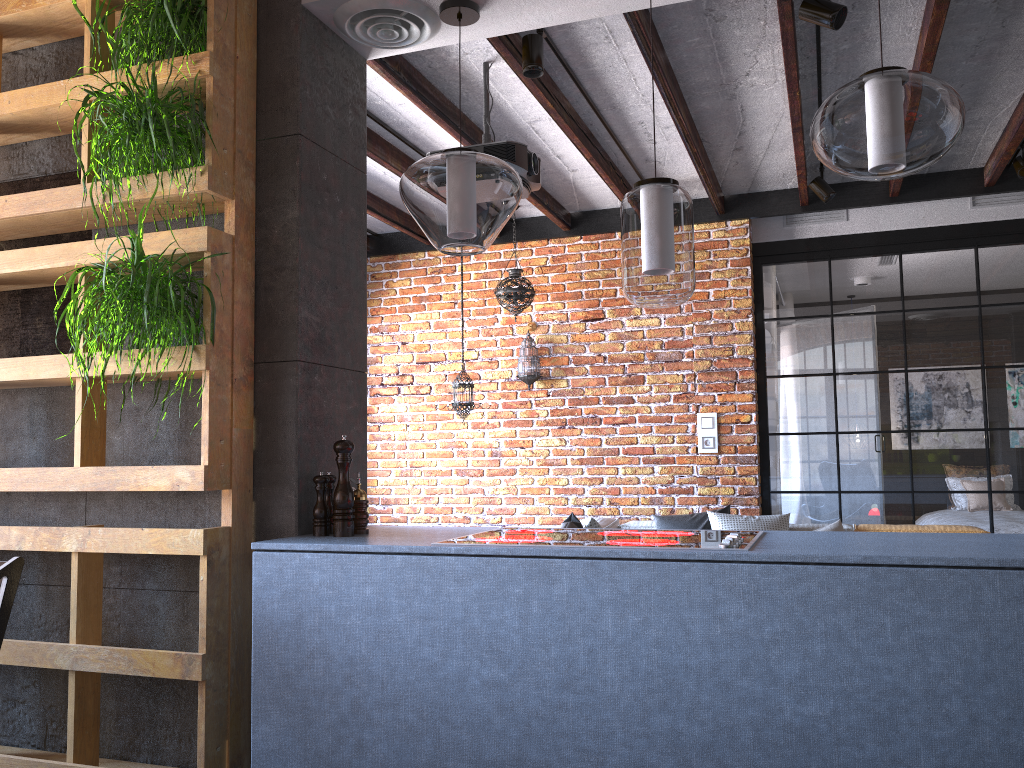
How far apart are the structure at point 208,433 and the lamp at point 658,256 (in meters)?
1.09

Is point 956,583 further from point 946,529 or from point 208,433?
point 946,529

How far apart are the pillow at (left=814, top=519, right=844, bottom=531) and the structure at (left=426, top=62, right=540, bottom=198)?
2.7m

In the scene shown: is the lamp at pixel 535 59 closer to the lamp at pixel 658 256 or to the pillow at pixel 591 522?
the lamp at pixel 658 256

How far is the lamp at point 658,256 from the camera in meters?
2.3 m

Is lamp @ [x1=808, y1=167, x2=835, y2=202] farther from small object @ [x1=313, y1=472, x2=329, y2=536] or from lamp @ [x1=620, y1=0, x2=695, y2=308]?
small object @ [x1=313, y1=472, x2=329, y2=536]

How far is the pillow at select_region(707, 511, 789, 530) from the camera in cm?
508

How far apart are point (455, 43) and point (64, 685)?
2.39m

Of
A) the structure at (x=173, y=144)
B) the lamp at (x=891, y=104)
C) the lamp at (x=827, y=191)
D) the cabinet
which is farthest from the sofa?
the structure at (x=173, y=144)

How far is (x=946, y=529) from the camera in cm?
492
